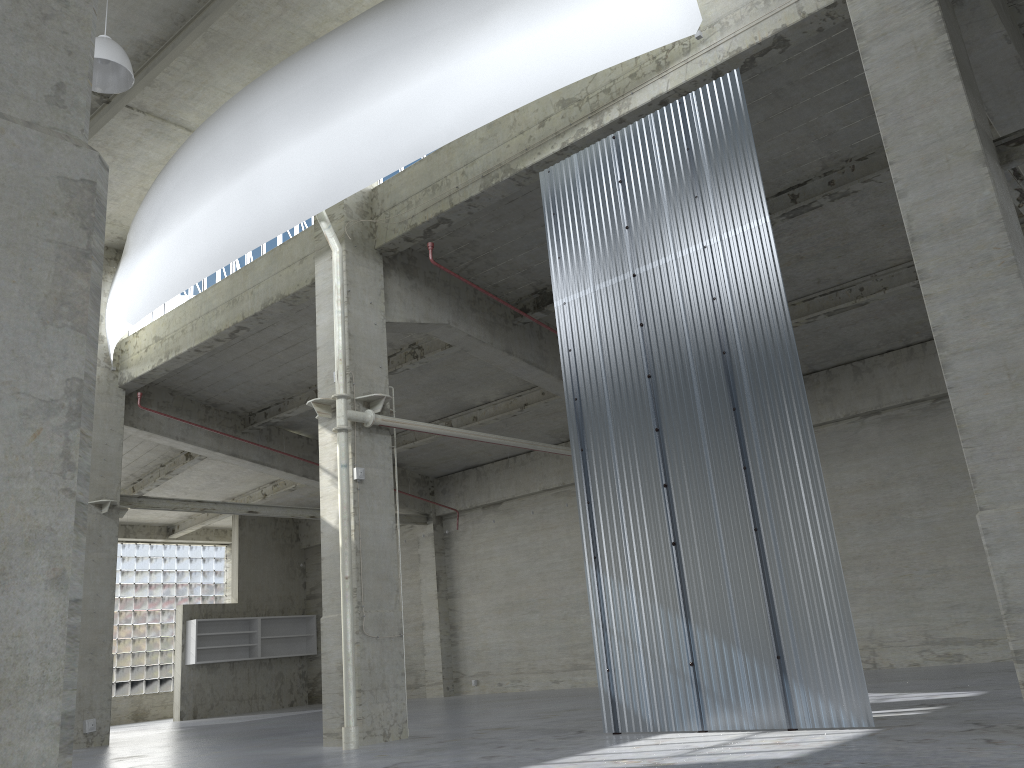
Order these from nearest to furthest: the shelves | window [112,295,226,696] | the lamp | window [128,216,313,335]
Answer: the lamp, window [128,216,313,335], the shelves, window [112,295,226,696]

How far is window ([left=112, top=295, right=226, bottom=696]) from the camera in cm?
4146

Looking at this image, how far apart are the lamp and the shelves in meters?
27.2 m

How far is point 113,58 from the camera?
16.44m

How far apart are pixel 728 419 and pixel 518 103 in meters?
7.0

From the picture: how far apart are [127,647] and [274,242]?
26.8m

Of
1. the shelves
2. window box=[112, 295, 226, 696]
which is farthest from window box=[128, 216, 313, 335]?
window box=[112, 295, 226, 696]

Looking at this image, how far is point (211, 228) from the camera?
20.9 meters

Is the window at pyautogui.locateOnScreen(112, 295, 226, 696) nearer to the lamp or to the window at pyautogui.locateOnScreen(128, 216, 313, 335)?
the window at pyautogui.locateOnScreen(128, 216, 313, 335)

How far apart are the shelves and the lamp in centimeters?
2722cm
